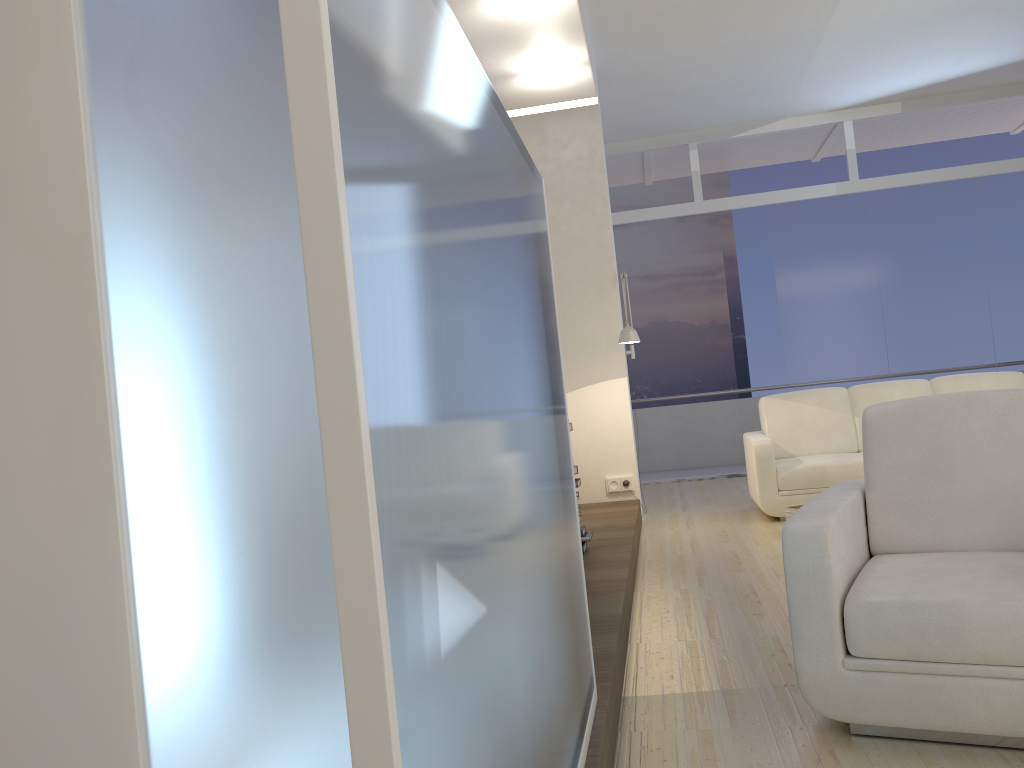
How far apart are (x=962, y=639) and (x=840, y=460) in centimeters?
392cm

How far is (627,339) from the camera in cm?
604

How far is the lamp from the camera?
6.04m

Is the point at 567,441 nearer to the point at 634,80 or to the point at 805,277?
the point at 634,80

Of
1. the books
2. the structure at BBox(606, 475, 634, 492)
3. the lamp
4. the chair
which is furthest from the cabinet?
the structure at BBox(606, 475, 634, 492)

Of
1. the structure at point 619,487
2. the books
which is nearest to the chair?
the books

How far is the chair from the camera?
2.2m

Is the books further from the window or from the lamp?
Result: the window

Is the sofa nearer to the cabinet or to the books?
the books

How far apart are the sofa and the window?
2.4m
